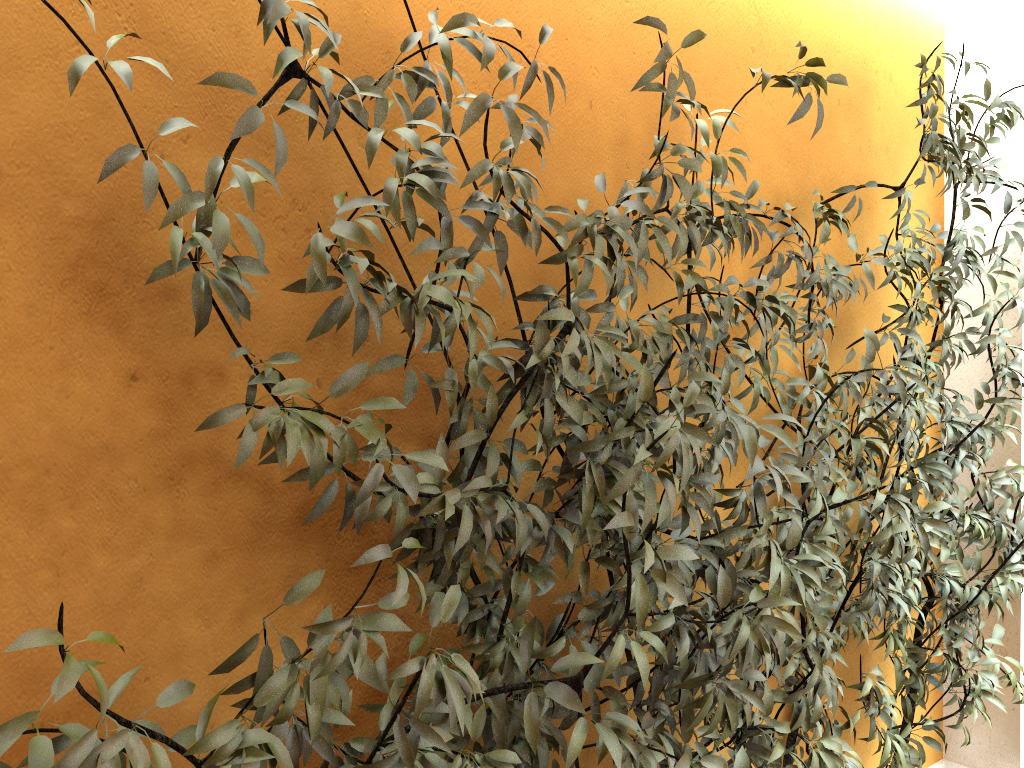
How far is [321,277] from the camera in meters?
1.2

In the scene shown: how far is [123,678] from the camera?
1.11m

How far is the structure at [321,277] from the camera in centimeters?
119cm

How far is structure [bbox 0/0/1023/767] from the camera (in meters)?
1.19
